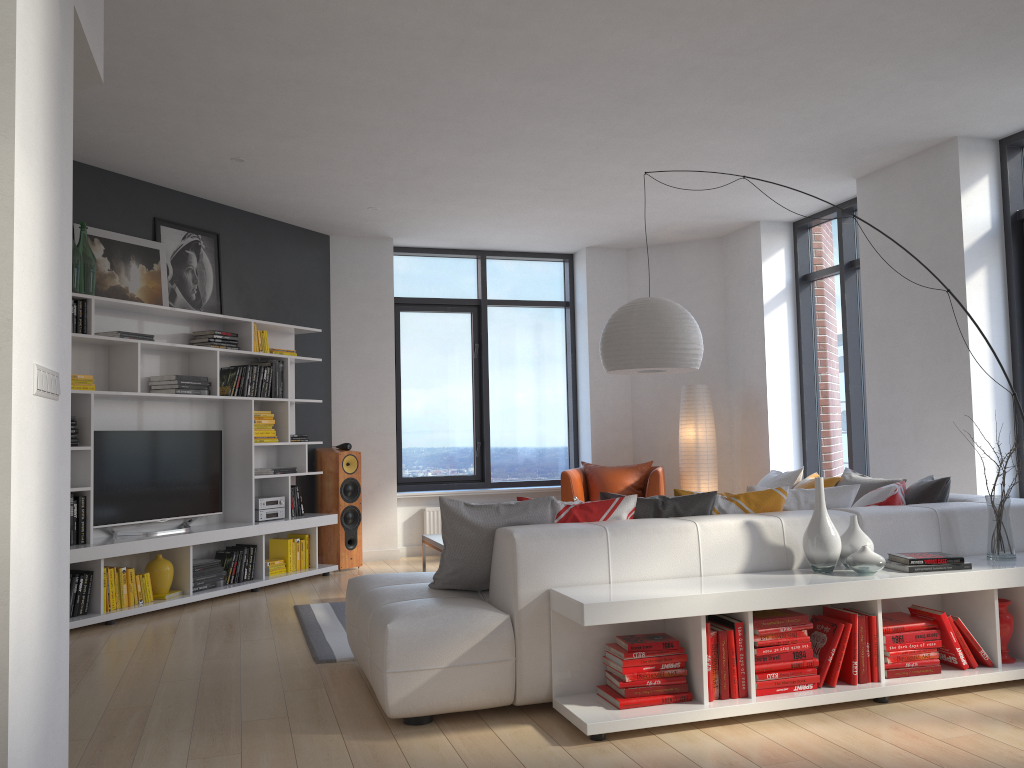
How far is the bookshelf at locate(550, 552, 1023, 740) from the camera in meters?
3.2 m

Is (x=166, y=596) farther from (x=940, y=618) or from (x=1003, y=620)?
(x=1003, y=620)

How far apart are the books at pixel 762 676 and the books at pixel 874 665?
0.3m

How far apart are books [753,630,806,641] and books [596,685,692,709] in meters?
0.5 m

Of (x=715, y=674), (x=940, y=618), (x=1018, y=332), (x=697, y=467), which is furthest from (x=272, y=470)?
(x=1018, y=332)

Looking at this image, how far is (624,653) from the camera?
3.3 meters

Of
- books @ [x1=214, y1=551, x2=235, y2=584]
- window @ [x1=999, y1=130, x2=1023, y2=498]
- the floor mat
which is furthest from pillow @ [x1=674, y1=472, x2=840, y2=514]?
books @ [x1=214, y1=551, x2=235, y2=584]

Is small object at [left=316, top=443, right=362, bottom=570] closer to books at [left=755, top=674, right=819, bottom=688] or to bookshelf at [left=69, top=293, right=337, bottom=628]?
bookshelf at [left=69, top=293, right=337, bottom=628]

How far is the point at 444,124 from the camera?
5.4m

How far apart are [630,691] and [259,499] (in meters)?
4.22
